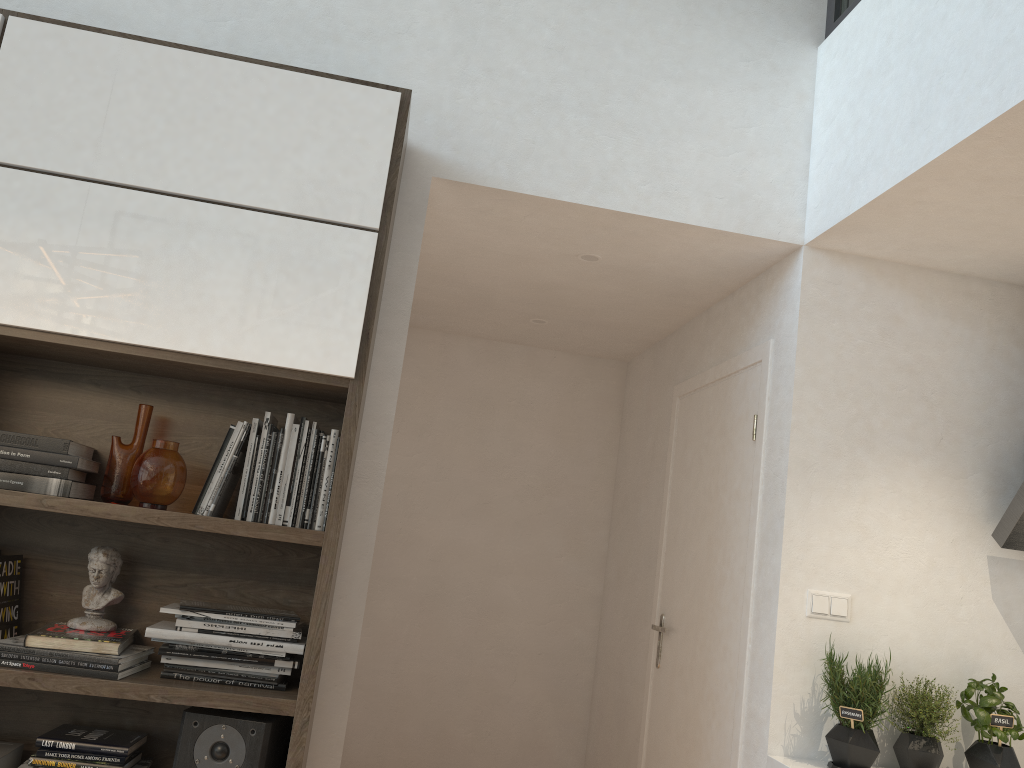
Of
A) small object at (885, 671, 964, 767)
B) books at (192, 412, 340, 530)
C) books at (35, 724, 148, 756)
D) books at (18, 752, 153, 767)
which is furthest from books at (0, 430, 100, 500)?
small object at (885, 671, 964, 767)

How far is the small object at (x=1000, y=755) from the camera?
2.5 meters

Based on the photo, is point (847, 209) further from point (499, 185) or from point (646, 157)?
point (499, 185)

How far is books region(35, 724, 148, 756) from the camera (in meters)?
2.10

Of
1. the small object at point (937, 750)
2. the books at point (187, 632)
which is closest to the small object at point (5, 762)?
the books at point (187, 632)

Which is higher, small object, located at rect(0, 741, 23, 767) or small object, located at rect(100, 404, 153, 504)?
small object, located at rect(100, 404, 153, 504)

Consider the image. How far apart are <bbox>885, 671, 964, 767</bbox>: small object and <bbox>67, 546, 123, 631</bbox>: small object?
2.16m

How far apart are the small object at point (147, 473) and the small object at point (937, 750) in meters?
2.1 m

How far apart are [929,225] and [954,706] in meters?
1.4 m

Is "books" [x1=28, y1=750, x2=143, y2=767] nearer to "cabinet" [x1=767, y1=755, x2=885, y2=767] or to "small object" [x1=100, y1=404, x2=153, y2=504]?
"small object" [x1=100, y1=404, x2=153, y2=504]
